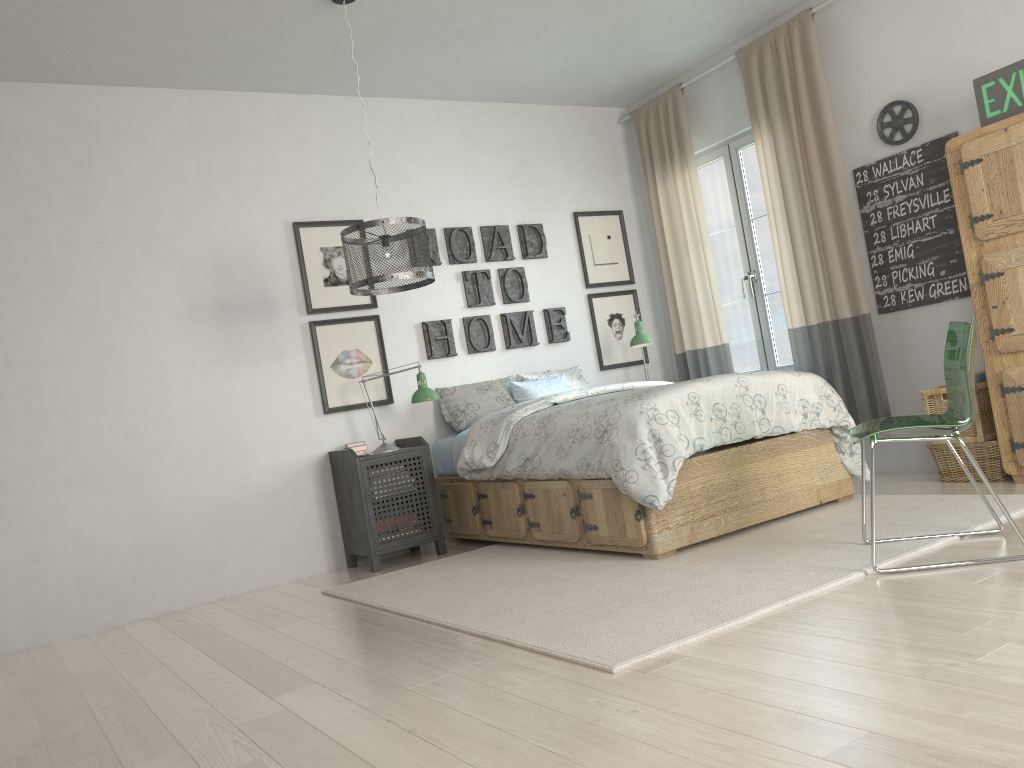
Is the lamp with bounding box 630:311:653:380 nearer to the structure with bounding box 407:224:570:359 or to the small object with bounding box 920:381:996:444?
the structure with bounding box 407:224:570:359

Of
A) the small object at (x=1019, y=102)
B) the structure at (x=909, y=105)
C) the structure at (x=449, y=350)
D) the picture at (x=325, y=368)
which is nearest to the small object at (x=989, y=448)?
the small object at (x=1019, y=102)

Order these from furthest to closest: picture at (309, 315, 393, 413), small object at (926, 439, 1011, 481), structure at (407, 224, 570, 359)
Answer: structure at (407, 224, 570, 359), picture at (309, 315, 393, 413), small object at (926, 439, 1011, 481)

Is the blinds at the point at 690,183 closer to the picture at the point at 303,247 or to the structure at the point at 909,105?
the structure at the point at 909,105

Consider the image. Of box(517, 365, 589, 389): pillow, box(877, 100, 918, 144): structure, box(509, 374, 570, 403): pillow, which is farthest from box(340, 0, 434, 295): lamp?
box(877, 100, 918, 144): structure

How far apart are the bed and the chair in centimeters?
64cm

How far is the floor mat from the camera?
2.64m

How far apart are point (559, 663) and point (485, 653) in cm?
31

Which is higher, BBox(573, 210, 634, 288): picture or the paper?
BBox(573, 210, 634, 288): picture

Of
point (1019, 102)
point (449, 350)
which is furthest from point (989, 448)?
point (449, 350)
